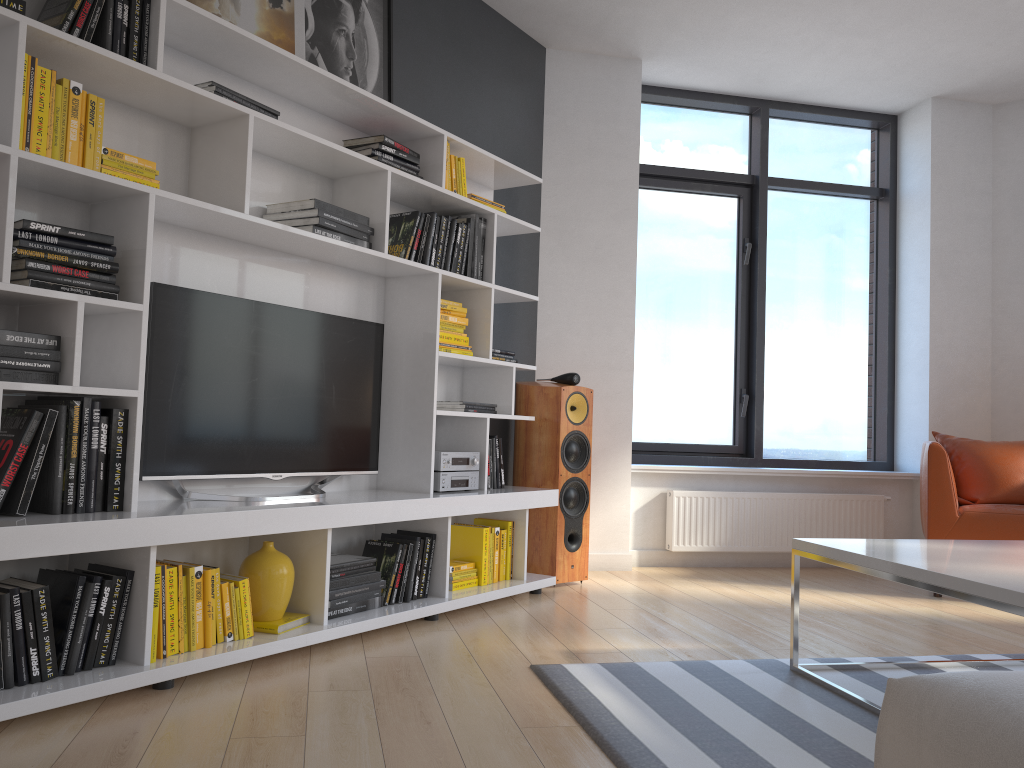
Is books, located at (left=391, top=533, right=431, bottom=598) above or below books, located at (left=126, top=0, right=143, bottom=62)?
below

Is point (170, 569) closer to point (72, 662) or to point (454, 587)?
point (72, 662)

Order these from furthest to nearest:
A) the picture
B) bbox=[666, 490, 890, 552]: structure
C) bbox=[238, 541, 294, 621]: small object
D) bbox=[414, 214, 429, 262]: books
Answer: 1. bbox=[666, 490, 890, 552]: structure
2. bbox=[414, 214, 429, 262]: books
3. the picture
4. bbox=[238, 541, 294, 621]: small object

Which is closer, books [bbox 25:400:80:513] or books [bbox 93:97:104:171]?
books [bbox 25:400:80:513]

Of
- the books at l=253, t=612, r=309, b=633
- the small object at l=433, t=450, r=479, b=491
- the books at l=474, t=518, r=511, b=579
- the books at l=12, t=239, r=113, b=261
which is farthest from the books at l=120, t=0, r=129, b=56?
the books at l=474, t=518, r=511, b=579

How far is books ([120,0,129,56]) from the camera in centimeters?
261cm

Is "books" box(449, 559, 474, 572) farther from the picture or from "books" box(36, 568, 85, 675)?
the picture

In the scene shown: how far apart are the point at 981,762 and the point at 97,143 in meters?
2.6 m

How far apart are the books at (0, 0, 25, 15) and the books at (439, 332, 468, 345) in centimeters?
201cm

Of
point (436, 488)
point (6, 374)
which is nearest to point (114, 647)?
point (6, 374)
